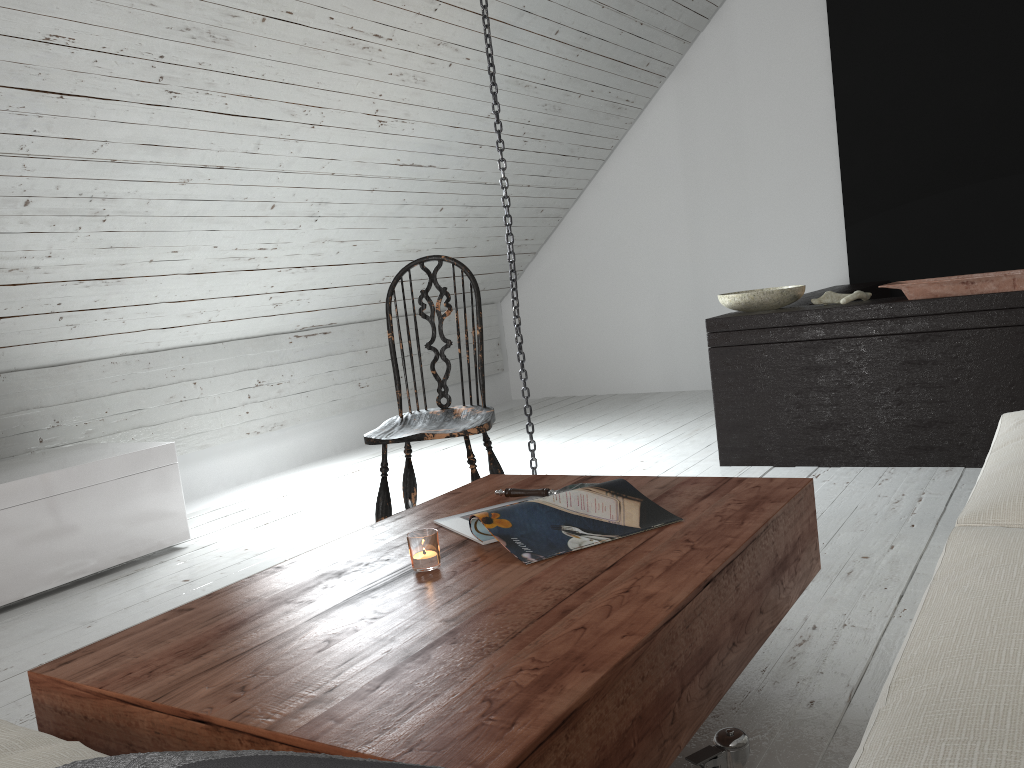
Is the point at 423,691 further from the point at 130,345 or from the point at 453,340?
the point at 453,340

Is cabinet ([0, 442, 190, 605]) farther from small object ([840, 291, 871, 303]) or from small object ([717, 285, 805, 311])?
small object ([840, 291, 871, 303])

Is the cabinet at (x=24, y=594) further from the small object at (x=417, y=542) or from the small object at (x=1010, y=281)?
the small object at (x=1010, y=281)

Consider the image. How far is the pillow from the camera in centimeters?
43cm

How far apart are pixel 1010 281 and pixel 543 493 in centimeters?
196cm

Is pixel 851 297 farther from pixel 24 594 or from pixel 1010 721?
pixel 24 594

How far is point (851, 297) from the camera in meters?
3.3 m

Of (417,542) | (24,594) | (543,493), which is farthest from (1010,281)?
(24,594)

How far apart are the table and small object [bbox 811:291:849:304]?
1.8 meters

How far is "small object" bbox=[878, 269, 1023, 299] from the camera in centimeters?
284cm
